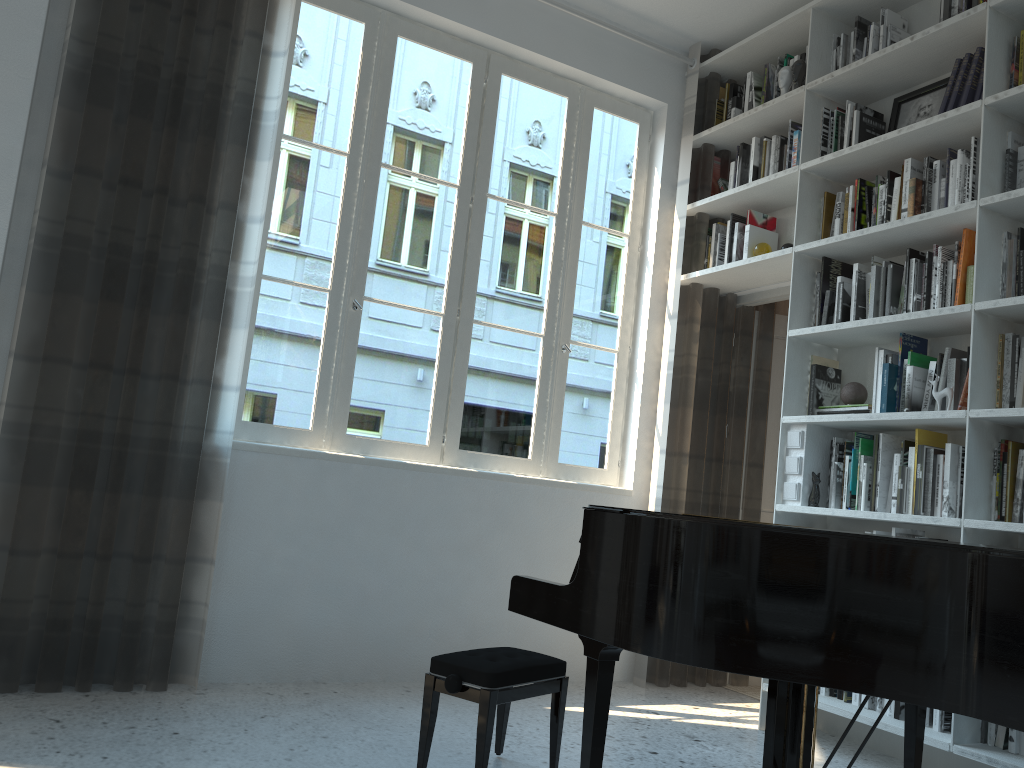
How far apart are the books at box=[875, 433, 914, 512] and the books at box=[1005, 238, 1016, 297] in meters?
0.7 m

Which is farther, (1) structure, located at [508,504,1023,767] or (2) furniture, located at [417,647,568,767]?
(2) furniture, located at [417,647,568,767]

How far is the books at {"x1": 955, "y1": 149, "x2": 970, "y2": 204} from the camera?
3.27m

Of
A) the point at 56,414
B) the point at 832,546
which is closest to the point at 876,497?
the point at 832,546

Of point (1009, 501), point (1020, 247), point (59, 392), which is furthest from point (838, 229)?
point (59, 392)

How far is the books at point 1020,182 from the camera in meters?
3.1

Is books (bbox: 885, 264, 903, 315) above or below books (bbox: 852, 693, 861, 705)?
above

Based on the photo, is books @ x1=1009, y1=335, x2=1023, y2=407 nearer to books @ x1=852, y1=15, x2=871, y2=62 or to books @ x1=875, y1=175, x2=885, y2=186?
books @ x1=875, y1=175, x2=885, y2=186

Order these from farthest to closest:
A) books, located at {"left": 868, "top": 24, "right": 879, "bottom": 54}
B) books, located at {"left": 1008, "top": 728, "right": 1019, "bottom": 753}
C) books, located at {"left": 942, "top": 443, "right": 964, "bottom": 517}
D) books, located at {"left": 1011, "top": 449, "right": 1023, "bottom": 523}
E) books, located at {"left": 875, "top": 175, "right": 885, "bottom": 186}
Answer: books, located at {"left": 868, "top": 24, "right": 879, "bottom": 54} → books, located at {"left": 875, "top": 175, "right": 885, "bottom": 186} → books, located at {"left": 942, "top": 443, "right": 964, "bottom": 517} → books, located at {"left": 1011, "top": 449, "right": 1023, "bottom": 523} → books, located at {"left": 1008, "top": 728, "right": 1019, "bottom": 753}

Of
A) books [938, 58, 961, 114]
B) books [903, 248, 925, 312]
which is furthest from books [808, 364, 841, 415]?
books [938, 58, 961, 114]
